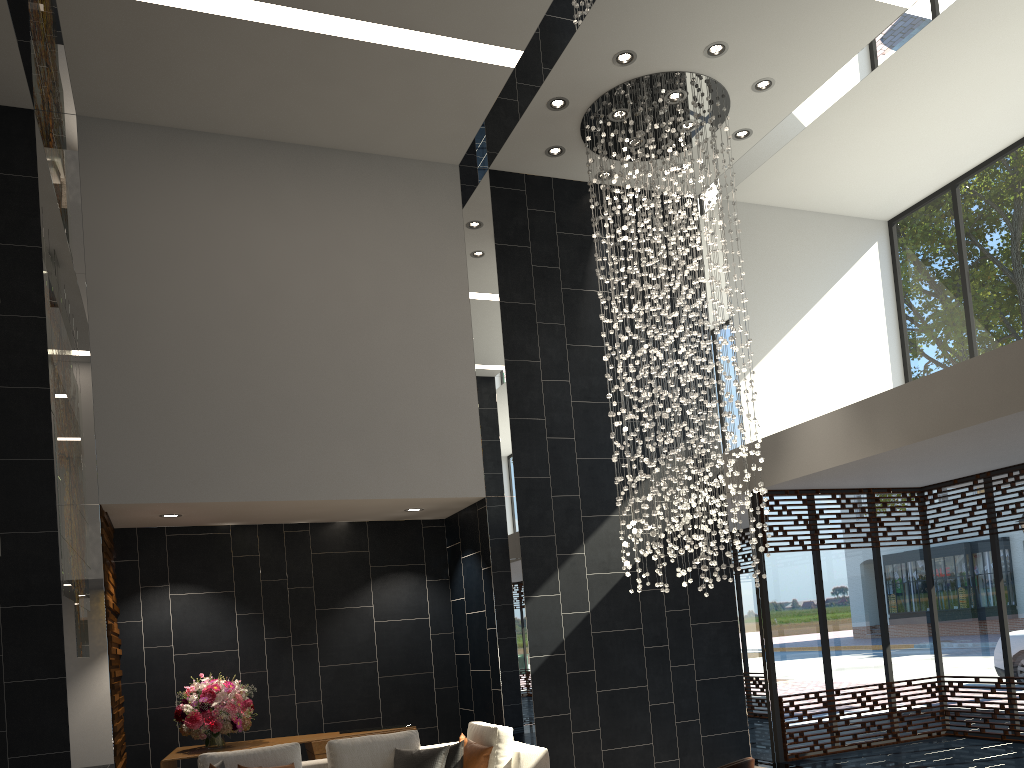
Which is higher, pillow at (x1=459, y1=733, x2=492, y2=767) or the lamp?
the lamp

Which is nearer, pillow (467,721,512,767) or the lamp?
pillow (467,721,512,767)

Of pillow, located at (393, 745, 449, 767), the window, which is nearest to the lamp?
the window

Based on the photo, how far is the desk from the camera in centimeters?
685cm

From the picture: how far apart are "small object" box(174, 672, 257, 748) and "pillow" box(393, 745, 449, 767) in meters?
1.8 m

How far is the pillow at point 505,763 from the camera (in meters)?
5.80

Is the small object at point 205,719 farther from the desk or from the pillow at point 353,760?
the pillow at point 353,760

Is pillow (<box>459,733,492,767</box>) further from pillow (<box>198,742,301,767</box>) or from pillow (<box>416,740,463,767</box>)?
pillow (<box>198,742,301,767</box>)

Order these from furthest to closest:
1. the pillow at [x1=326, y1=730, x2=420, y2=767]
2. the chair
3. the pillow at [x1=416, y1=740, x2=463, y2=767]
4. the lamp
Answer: the lamp, the pillow at [x1=326, y1=730, x2=420, y2=767], the pillow at [x1=416, y1=740, x2=463, y2=767], the chair

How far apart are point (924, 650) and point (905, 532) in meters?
1.2
